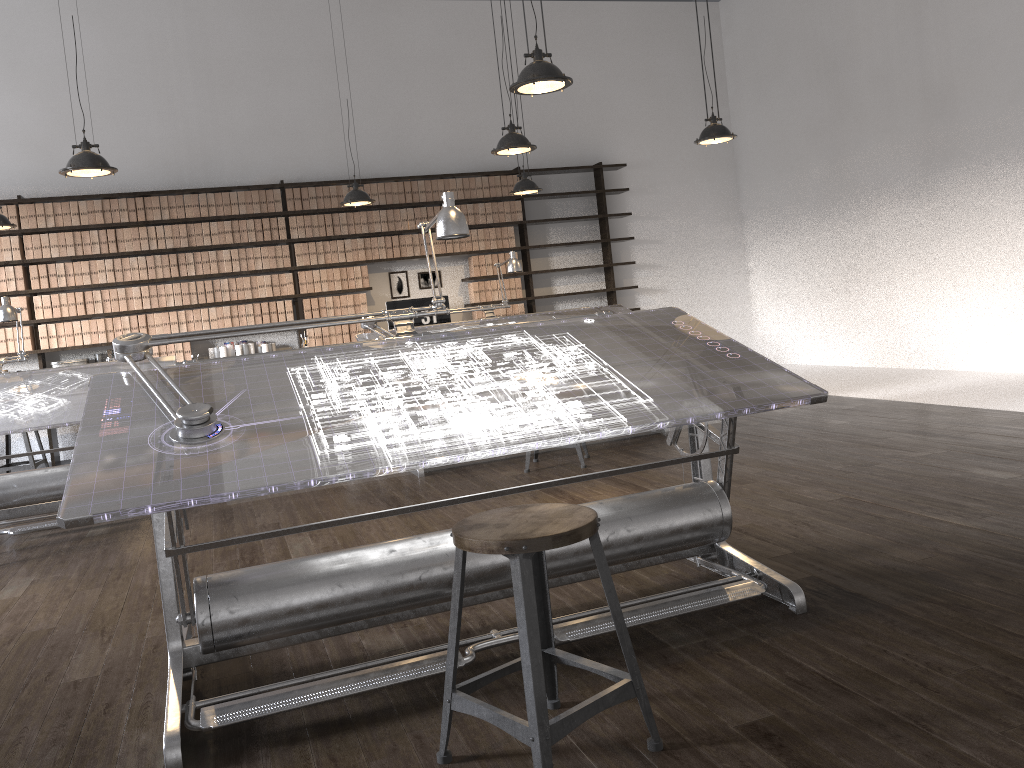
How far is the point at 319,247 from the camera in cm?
876

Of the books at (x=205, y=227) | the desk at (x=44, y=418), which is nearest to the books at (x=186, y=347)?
the books at (x=205, y=227)

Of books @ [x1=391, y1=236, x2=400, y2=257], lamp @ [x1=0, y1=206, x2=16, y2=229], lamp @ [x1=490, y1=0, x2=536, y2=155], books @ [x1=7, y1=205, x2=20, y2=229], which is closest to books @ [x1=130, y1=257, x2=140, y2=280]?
books @ [x1=7, y1=205, x2=20, y2=229]

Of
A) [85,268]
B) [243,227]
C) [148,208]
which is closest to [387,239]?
[243,227]

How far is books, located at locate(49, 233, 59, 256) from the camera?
8.00m

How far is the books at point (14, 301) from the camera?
7.9m

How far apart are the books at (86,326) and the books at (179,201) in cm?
133

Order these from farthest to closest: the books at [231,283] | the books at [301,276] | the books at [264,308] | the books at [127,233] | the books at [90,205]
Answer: the books at [301,276], the books at [264,308], the books at [231,283], the books at [127,233], the books at [90,205]

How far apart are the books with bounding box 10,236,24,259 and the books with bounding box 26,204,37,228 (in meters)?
0.18

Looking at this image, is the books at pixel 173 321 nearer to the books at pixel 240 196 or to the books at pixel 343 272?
the books at pixel 240 196
